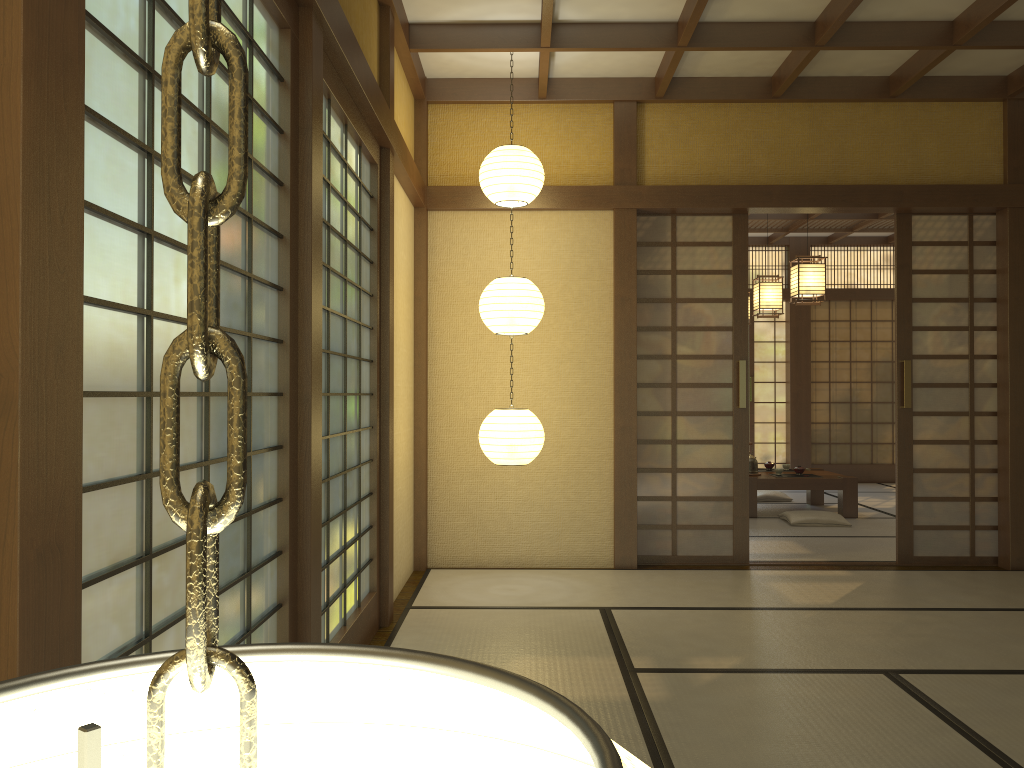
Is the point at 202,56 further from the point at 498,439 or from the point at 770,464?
the point at 770,464

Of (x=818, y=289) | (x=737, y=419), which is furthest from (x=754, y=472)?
(x=737, y=419)

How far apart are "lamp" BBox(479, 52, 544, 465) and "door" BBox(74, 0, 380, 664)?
0.8 meters

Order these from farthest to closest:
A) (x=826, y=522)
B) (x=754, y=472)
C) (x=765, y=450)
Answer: (x=765, y=450) < (x=754, y=472) < (x=826, y=522)

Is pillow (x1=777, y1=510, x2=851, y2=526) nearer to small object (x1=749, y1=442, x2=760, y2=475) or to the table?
the table

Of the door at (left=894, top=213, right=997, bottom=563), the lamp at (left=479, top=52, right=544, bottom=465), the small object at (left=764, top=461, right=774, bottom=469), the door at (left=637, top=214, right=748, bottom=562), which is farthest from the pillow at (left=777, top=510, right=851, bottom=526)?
the lamp at (left=479, top=52, right=544, bottom=465)

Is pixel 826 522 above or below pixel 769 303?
below

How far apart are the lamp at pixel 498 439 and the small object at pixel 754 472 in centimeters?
382cm

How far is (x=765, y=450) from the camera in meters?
10.9

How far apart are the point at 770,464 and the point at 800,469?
0.54m
